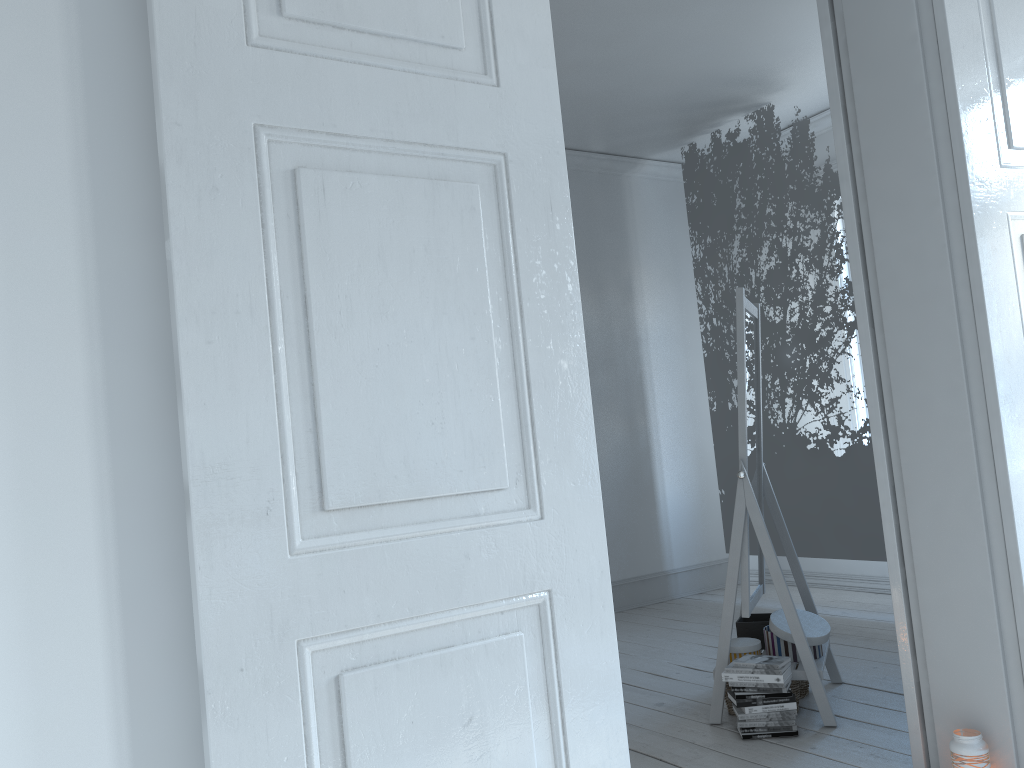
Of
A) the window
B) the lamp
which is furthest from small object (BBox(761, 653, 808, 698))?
the window

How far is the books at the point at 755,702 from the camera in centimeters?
286cm

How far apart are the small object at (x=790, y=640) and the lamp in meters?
0.8 m

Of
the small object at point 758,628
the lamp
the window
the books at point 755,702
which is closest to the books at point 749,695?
the books at point 755,702

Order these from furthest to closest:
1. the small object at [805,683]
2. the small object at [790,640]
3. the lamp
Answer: the small object at [805,683], the small object at [790,640], the lamp

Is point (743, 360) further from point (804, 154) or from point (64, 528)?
point (64, 528)

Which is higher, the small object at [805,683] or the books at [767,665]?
the books at [767,665]

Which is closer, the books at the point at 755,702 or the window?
the books at the point at 755,702

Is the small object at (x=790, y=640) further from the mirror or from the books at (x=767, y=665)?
the books at (x=767, y=665)

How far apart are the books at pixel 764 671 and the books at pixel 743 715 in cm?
13
